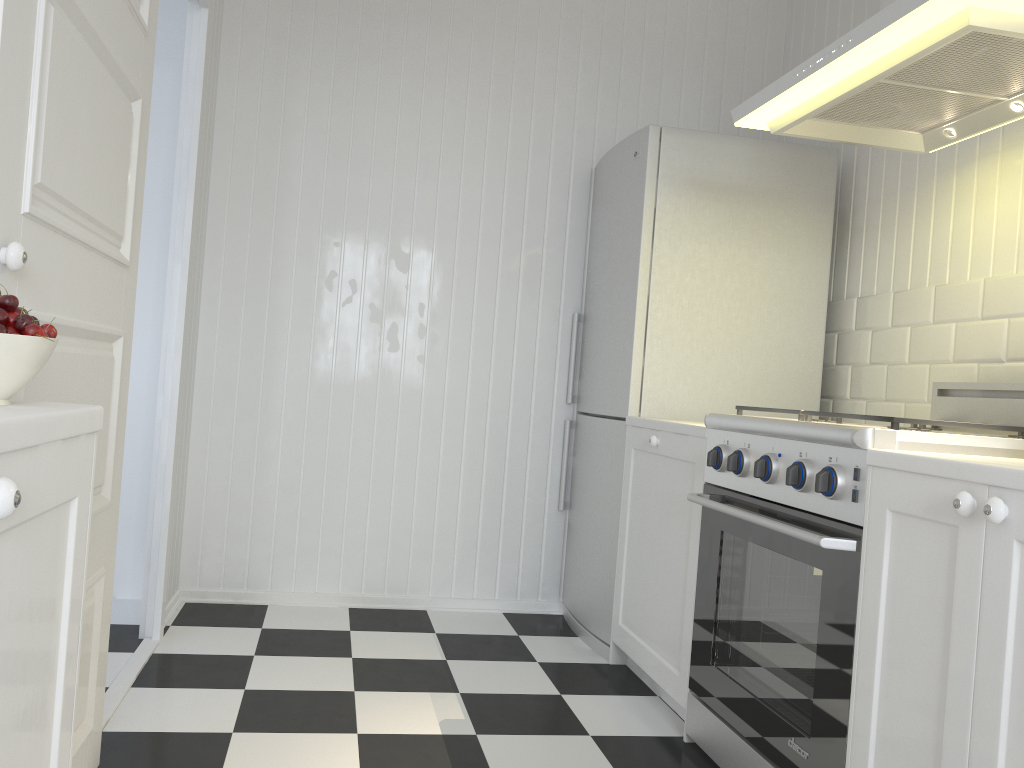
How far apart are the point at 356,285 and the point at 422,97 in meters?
0.8 m

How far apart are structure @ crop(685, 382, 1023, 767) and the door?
1.33m

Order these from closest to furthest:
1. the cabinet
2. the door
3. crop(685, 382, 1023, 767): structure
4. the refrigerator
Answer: the cabinet → the door → crop(685, 382, 1023, 767): structure → the refrigerator

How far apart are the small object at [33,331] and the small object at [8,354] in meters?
0.0 m

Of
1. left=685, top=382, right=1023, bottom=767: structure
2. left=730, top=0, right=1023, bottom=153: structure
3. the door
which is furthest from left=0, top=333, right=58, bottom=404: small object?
left=730, top=0, right=1023, bottom=153: structure

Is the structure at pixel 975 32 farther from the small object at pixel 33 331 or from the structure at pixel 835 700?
the small object at pixel 33 331

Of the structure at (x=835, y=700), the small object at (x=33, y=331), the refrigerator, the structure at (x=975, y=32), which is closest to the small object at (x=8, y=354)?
the small object at (x=33, y=331)

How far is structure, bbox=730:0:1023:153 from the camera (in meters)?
1.74

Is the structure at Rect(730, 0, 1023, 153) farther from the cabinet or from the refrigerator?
the cabinet

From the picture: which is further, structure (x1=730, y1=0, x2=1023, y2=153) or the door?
structure (x1=730, y1=0, x2=1023, y2=153)
